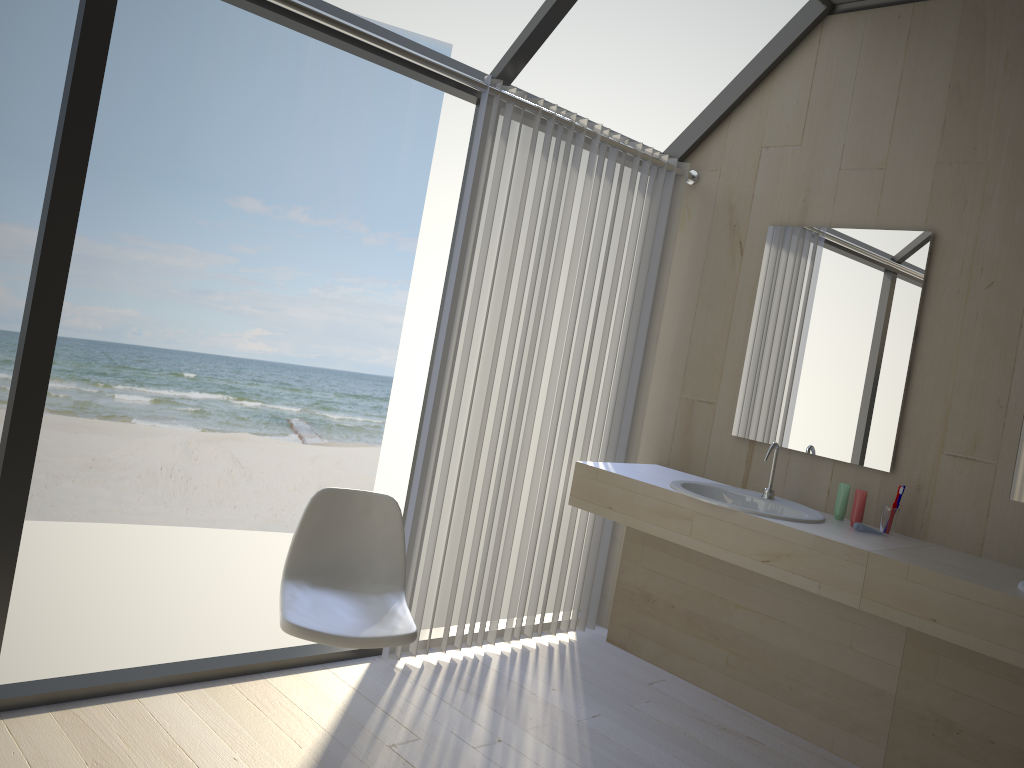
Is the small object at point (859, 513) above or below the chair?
above

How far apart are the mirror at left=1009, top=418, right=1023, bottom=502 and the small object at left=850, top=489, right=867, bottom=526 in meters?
0.5 m

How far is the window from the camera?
2.3 meters

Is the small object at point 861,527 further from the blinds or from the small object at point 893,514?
the blinds

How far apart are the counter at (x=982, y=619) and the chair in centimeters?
136cm

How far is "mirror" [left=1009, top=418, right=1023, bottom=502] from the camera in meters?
2.9 m

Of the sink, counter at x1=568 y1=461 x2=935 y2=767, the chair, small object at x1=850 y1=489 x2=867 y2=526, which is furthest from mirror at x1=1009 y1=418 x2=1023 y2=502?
the chair

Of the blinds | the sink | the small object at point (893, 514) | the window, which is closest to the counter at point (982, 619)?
the small object at point (893, 514)

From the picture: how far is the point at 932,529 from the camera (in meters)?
3.06

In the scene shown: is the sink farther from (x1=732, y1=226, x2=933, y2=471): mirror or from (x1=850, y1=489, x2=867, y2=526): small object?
(x1=732, y1=226, x2=933, y2=471): mirror
